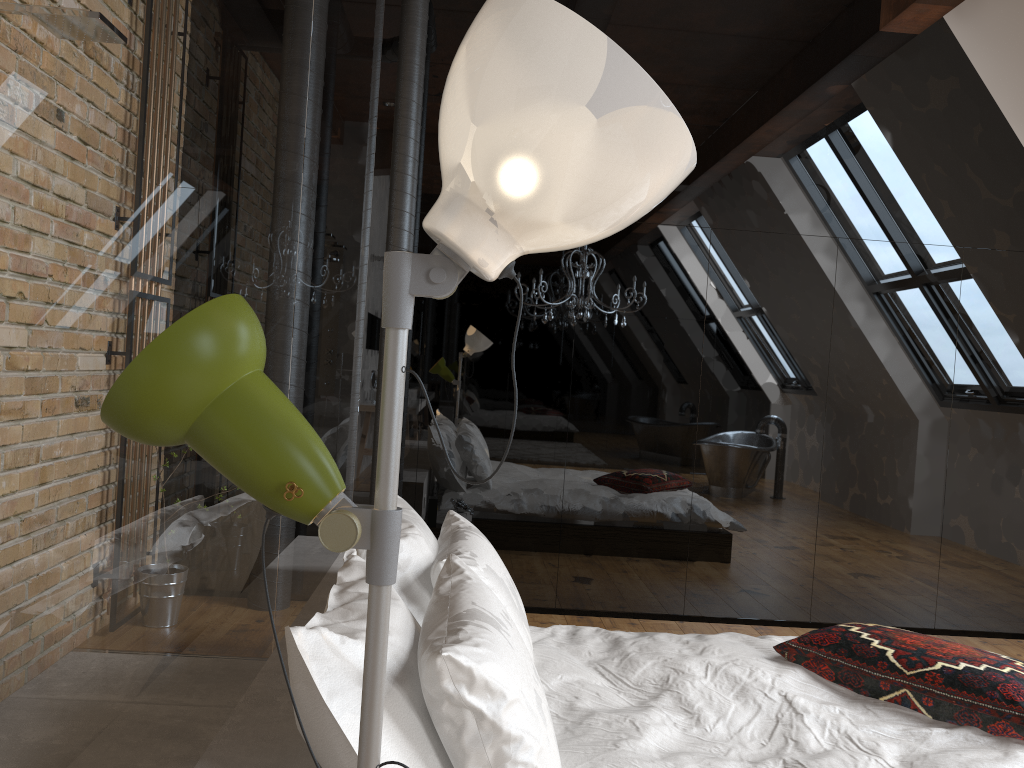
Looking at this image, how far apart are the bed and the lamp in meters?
1.0 m

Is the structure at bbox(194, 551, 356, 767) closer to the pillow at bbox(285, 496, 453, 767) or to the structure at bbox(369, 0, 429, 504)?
the pillow at bbox(285, 496, 453, 767)

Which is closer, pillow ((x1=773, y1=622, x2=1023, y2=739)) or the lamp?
the lamp

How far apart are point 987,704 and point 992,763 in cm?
27

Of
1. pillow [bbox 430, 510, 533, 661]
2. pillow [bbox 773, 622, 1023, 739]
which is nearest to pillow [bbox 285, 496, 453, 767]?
pillow [bbox 430, 510, 533, 661]

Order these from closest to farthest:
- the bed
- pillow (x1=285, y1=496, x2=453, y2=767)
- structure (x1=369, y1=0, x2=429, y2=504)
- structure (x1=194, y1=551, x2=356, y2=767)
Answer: pillow (x1=285, y1=496, x2=453, y2=767) < structure (x1=194, y1=551, x2=356, y2=767) < the bed < structure (x1=369, y1=0, x2=429, y2=504)

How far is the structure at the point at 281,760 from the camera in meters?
1.6

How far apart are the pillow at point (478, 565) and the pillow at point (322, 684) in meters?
0.0 m

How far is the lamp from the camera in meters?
0.8 m

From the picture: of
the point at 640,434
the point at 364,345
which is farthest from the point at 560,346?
the point at 364,345
